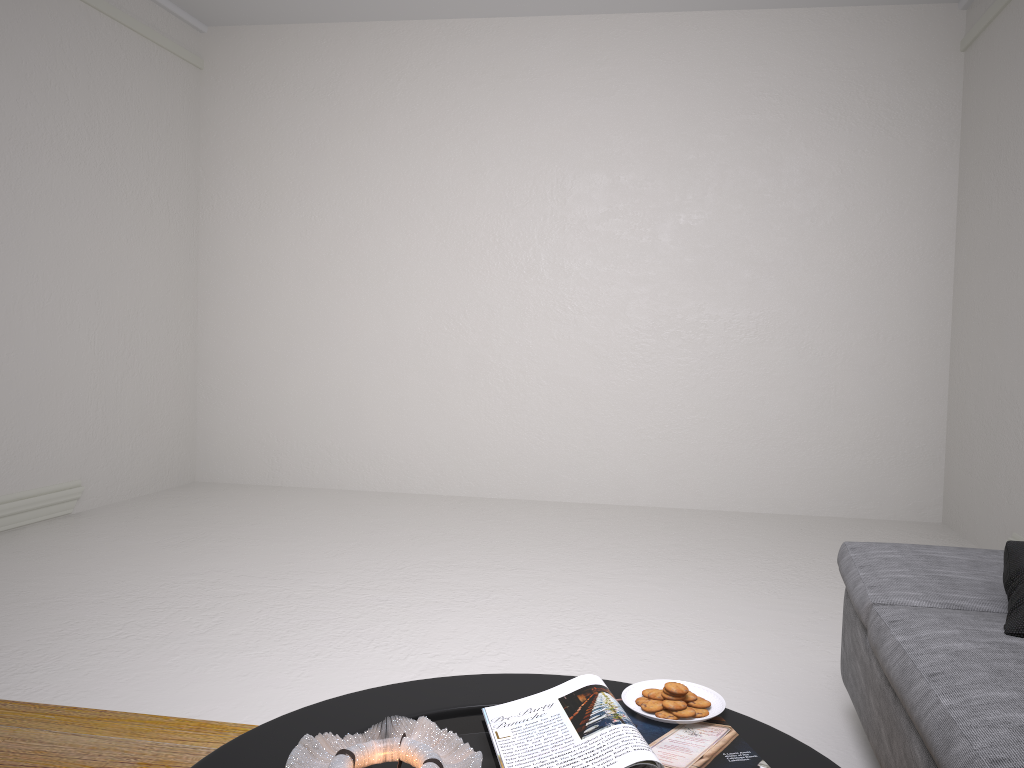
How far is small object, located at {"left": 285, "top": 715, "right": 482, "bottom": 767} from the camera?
1.17m

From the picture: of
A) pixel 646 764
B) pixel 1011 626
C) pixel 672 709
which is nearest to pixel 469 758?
pixel 646 764

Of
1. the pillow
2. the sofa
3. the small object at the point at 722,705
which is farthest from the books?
the pillow

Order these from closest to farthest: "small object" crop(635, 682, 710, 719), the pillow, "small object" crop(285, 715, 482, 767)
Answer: "small object" crop(285, 715, 482, 767) → "small object" crop(635, 682, 710, 719) → the pillow

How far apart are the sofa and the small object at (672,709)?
0.4 meters

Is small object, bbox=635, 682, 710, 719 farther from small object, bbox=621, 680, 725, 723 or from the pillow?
the pillow

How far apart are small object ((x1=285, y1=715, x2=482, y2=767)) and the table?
0.0 meters

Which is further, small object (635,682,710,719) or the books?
small object (635,682,710,719)

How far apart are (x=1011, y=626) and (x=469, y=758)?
1.2m

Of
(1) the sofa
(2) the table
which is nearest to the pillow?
(1) the sofa
